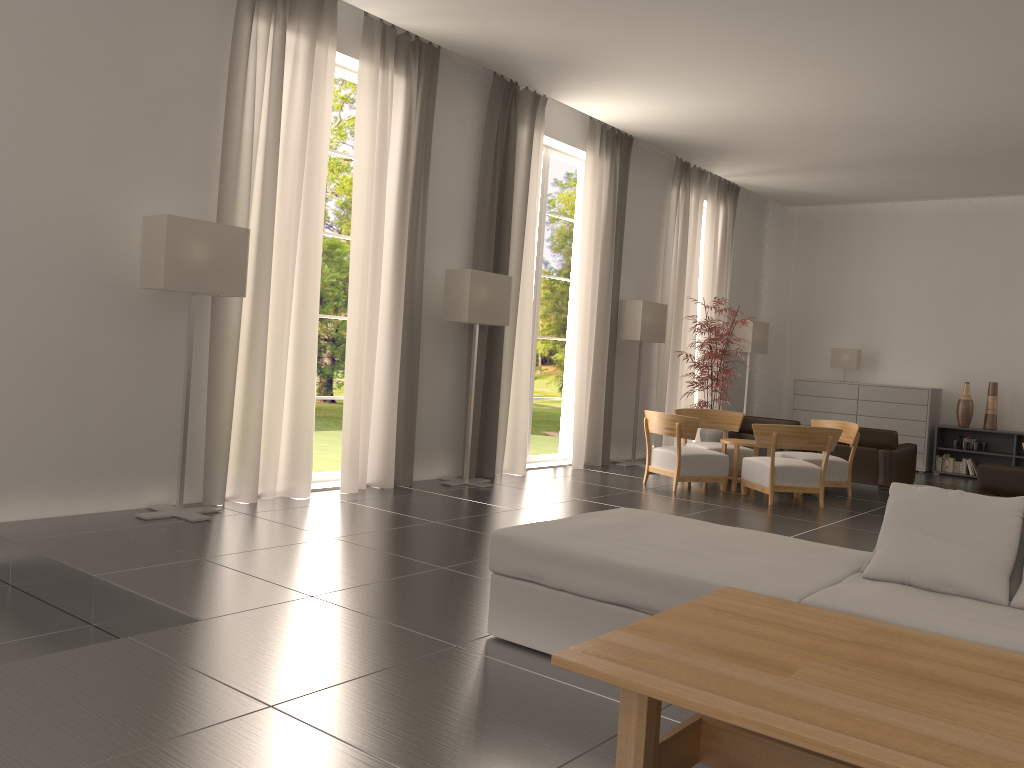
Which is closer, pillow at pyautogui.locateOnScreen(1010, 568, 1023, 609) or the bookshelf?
pillow at pyautogui.locateOnScreen(1010, 568, 1023, 609)

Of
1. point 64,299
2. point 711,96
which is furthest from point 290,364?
point 711,96

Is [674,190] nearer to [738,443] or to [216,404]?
[738,443]

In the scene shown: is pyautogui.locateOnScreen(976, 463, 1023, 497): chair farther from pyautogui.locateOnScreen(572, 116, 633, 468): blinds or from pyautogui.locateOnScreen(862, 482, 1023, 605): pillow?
pyautogui.locateOnScreen(572, 116, 633, 468): blinds

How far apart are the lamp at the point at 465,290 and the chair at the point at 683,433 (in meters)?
2.92

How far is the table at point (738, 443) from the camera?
14.50m

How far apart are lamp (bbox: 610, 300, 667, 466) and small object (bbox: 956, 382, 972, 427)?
7.13m

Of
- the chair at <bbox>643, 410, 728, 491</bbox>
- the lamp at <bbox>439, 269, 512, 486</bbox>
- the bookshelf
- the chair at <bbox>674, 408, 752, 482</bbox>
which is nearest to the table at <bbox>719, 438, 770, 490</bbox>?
the chair at <bbox>643, 410, 728, 491</bbox>

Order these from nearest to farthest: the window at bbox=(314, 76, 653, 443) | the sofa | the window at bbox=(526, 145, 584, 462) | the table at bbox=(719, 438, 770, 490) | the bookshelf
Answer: the sofa < the table at bbox=(719, 438, 770, 490) < the window at bbox=(526, 145, 584, 462) < the bookshelf < the window at bbox=(314, 76, 653, 443)

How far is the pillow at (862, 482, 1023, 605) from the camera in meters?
5.1
